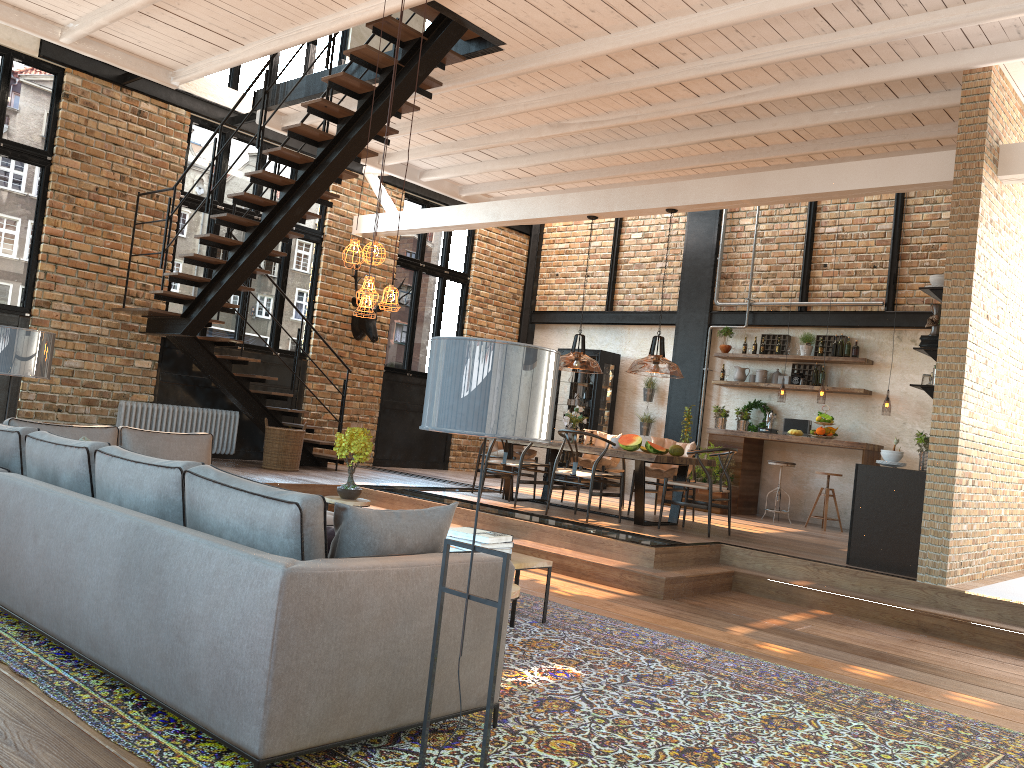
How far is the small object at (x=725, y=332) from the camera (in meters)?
12.52

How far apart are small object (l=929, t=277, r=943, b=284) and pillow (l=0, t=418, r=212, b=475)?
5.8m

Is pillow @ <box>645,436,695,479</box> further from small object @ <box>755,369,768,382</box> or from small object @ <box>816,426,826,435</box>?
small object @ <box>755,369,768,382</box>

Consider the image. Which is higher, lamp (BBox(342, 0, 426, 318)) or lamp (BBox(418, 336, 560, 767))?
lamp (BBox(342, 0, 426, 318))

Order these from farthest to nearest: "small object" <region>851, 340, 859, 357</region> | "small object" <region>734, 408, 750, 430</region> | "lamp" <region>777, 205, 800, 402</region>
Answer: "small object" <region>734, 408, 750, 430</region>, "lamp" <region>777, 205, 800, 402</region>, "small object" <region>851, 340, 859, 357</region>

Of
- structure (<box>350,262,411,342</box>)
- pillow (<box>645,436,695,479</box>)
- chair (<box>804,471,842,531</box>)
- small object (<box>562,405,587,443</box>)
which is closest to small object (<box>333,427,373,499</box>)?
small object (<box>562,405,587,443</box>)

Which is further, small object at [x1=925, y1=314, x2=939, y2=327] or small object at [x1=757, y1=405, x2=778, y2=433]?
small object at [x1=757, y1=405, x2=778, y2=433]

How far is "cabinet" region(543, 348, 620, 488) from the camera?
13.47m

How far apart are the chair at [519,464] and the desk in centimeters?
318cm

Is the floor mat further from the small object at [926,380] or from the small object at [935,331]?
the small object at [935,331]
